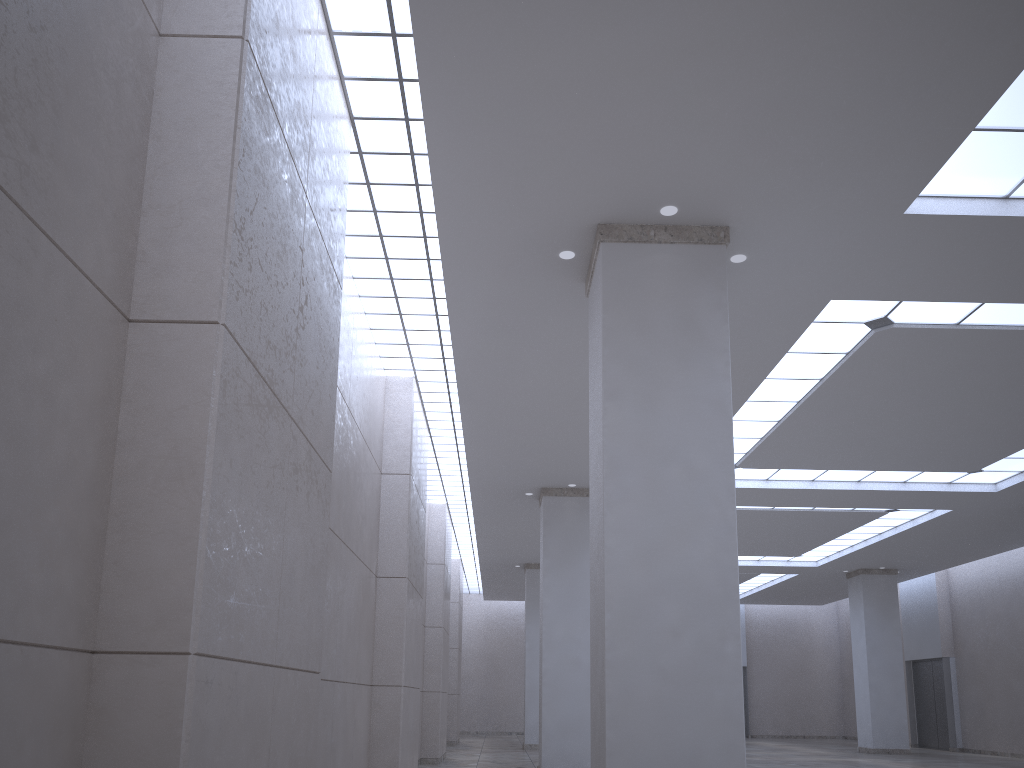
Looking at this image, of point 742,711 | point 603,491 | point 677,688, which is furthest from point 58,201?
point 742,711
